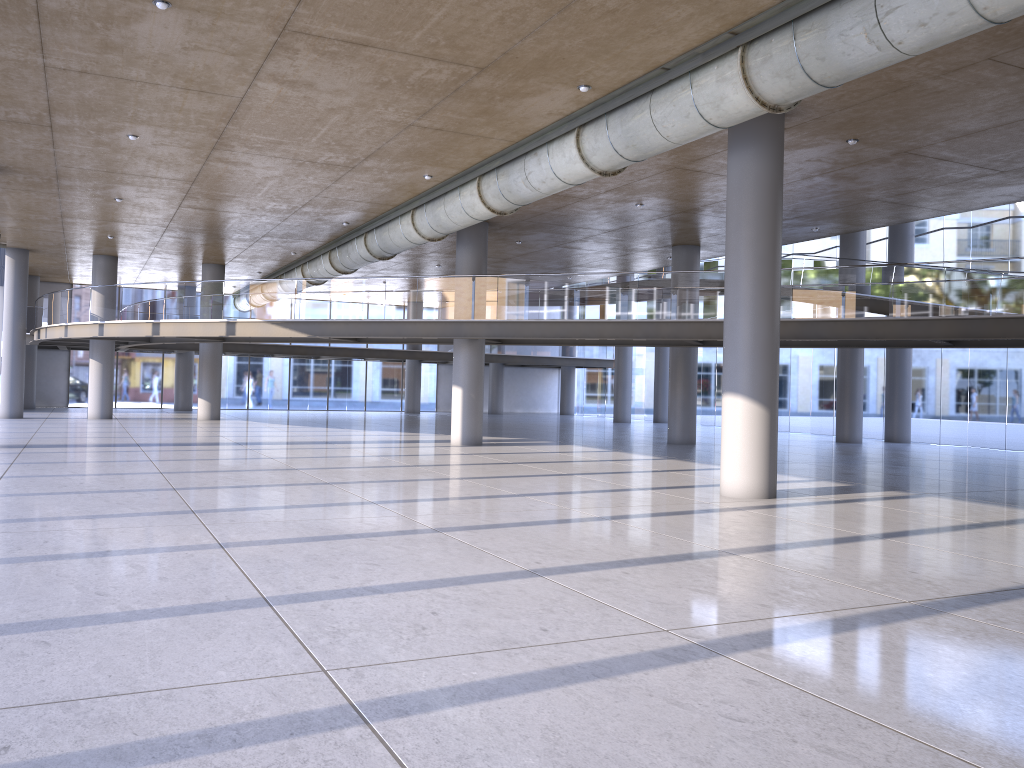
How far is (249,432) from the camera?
25.0m
